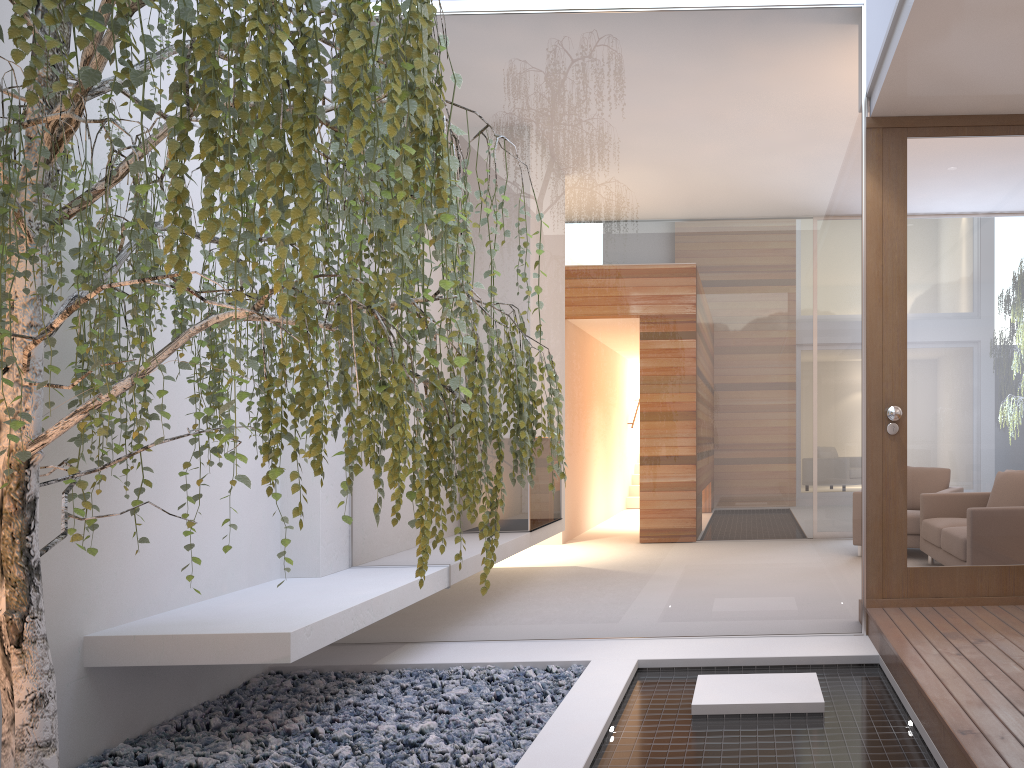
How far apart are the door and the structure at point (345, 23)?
2.1m

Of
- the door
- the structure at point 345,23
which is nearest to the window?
the door

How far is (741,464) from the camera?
4.07m

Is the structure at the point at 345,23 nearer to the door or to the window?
the window

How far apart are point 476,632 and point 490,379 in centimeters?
237cm

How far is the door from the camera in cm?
385

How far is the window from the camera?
4.0 meters

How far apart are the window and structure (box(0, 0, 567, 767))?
1.2m

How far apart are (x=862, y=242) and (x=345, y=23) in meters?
3.1 m

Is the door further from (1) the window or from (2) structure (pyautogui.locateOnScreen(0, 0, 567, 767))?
(2) structure (pyautogui.locateOnScreen(0, 0, 567, 767))
